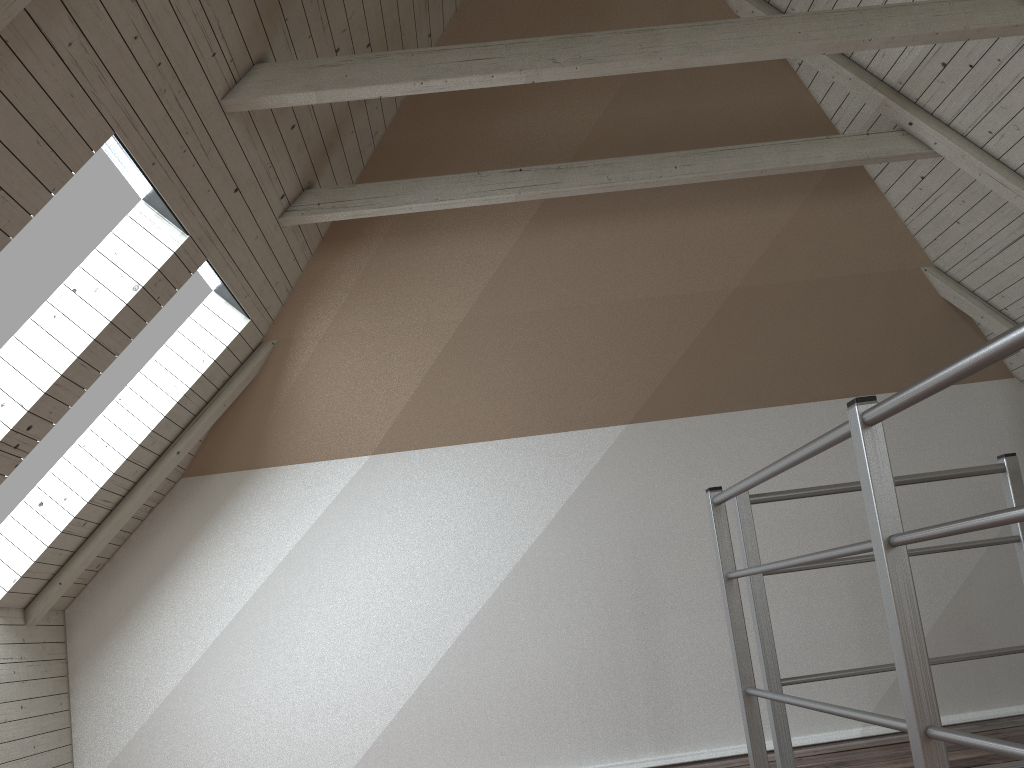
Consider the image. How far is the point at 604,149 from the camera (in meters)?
3.08

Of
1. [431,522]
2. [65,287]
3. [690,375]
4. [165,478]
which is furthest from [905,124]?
[165,478]

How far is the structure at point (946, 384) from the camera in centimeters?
100cm

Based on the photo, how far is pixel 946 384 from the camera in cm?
100

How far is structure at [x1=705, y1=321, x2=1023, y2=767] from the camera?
1.00m
